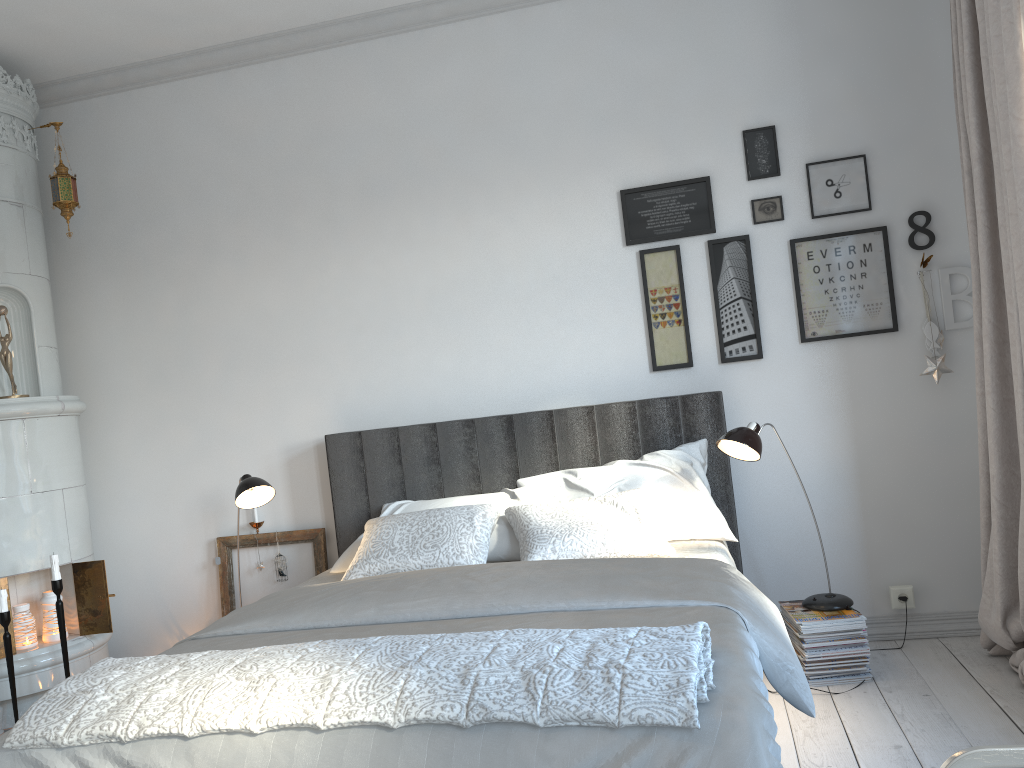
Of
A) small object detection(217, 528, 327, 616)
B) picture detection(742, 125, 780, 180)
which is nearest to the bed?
small object detection(217, 528, 327, 616)

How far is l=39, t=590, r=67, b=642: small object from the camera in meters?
3.7 m

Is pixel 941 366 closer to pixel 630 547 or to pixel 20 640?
pixel 630 547

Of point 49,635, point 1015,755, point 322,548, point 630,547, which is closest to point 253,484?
point 322,548

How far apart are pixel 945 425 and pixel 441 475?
2.01m

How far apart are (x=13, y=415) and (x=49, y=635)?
0.93m

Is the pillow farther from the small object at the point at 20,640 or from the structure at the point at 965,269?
the small object at the point at 20,640

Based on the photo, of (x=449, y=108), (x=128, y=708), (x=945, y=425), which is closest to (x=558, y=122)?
(x=449, y=108)

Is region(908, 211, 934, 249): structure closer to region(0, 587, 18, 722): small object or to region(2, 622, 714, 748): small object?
region(2, 622, 714, 748): small object

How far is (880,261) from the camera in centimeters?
348cm
